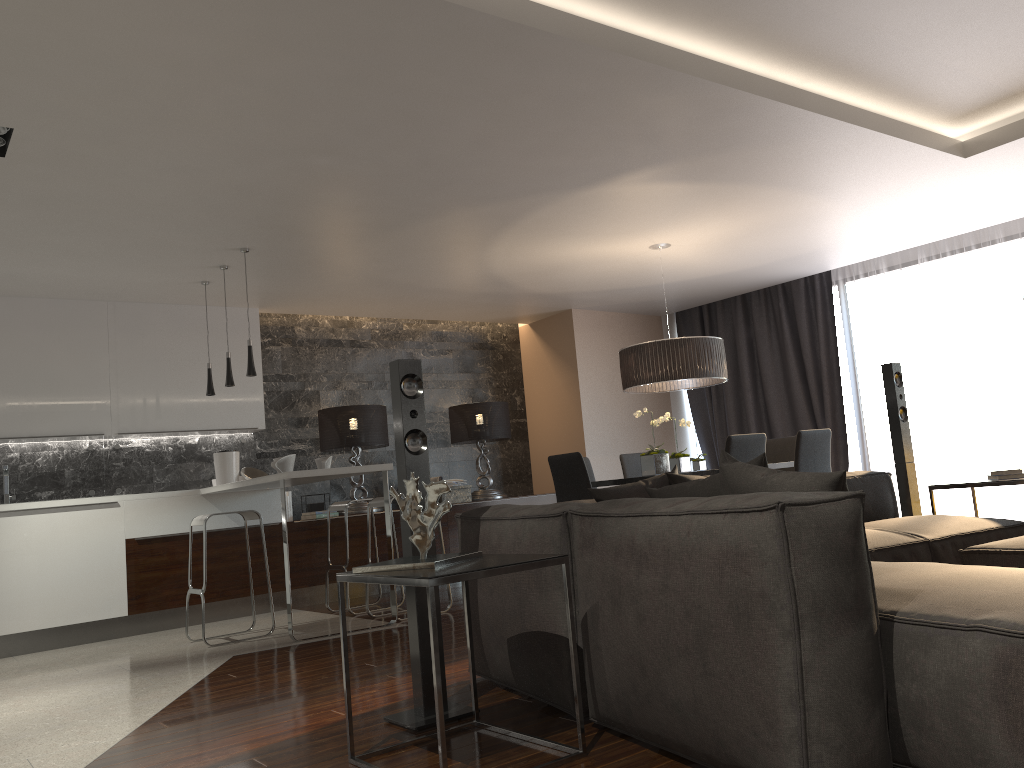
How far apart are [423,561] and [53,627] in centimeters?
484cm

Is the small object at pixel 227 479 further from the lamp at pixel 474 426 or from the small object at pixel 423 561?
the small object at pixel 423 561

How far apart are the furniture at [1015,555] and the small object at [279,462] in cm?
401

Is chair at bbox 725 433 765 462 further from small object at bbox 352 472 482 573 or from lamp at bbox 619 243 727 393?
small object at bbox 352 472 482 573

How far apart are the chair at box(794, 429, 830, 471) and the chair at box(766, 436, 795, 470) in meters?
1.0 m

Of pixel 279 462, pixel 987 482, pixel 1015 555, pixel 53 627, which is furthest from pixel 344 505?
pixel 1015 555

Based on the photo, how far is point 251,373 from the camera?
5.87m

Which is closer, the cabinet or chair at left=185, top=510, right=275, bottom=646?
chair at left=185, top=510, right=275, bottom=646

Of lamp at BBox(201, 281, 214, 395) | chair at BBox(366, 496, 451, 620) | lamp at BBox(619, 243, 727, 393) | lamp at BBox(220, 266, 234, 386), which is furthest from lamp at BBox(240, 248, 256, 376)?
lamp at BBox(619, 243, 727, 393)

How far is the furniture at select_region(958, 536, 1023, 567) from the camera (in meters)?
2.93
